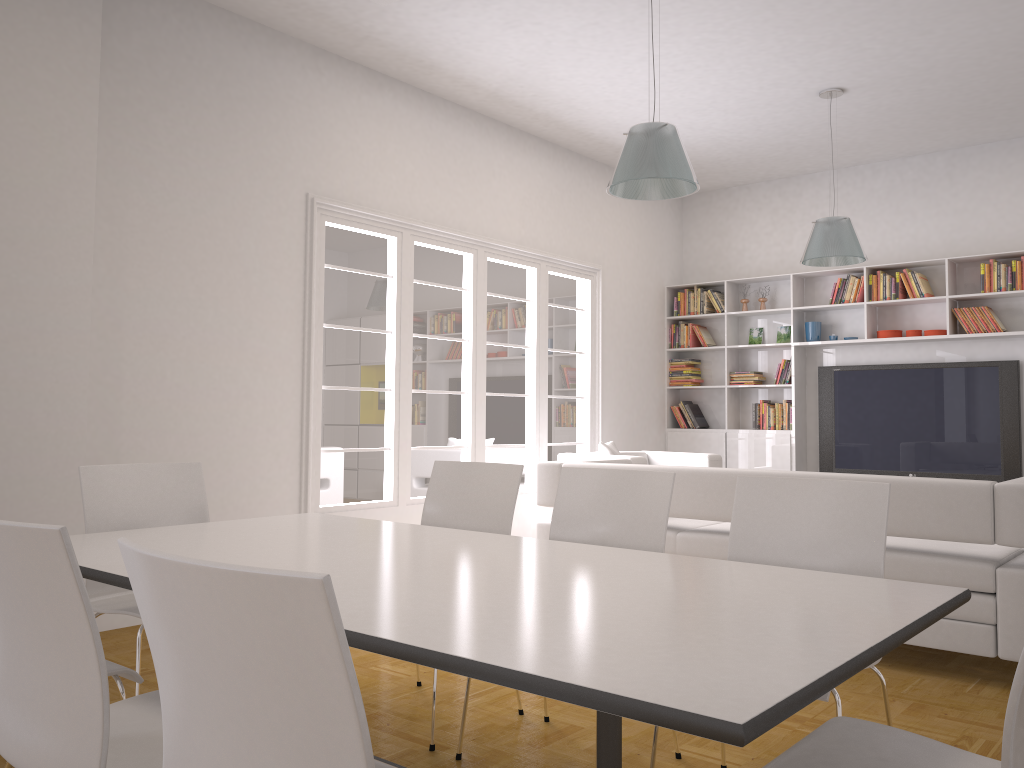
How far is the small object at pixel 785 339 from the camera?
8.5 meters

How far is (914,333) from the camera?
7.65m

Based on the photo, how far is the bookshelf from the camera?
7.5m

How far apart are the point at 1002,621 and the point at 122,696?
3.37m

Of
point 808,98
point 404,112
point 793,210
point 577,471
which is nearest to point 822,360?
point 793,210

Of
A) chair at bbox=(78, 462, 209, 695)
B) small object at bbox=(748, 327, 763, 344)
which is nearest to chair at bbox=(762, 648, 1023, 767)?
chair at bbox=(78, 462, 209, 695)

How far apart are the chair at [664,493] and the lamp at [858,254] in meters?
3.7 m

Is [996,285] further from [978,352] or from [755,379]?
[755,379]

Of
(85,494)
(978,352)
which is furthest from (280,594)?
(978,352)

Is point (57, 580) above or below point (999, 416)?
below
